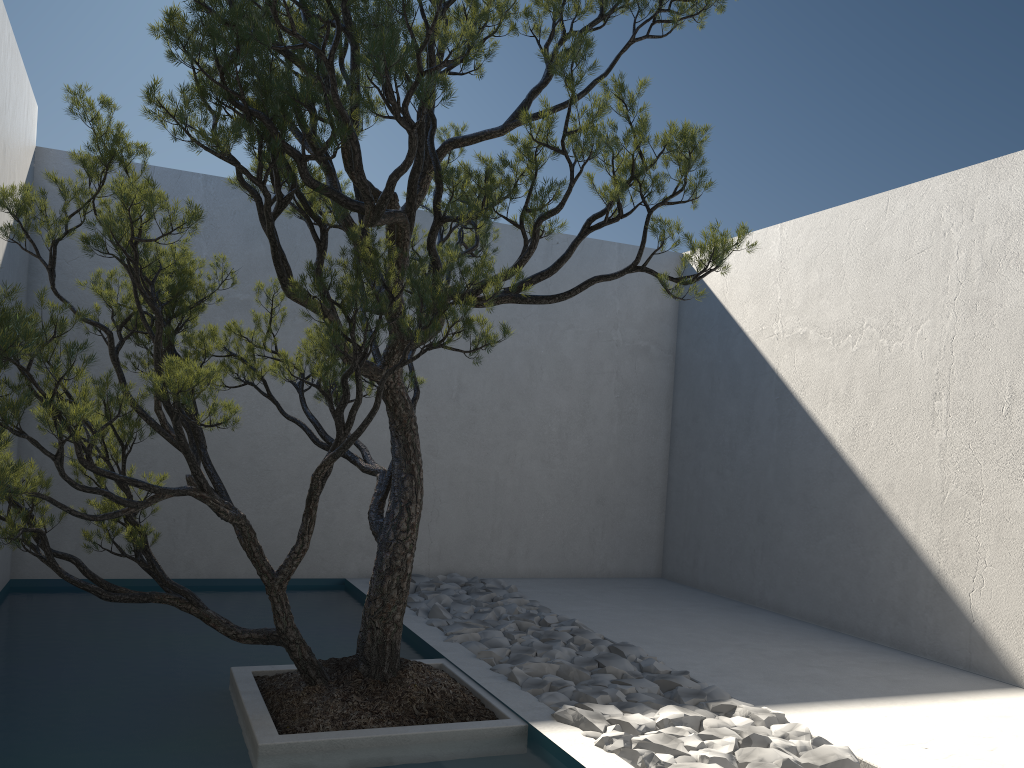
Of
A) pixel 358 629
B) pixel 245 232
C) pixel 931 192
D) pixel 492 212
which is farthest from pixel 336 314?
pixel 931 192

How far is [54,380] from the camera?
2.5 meters

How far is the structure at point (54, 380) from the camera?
2.52m

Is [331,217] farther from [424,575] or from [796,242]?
[796,242]

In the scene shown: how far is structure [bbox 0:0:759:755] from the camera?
2.5 meters
